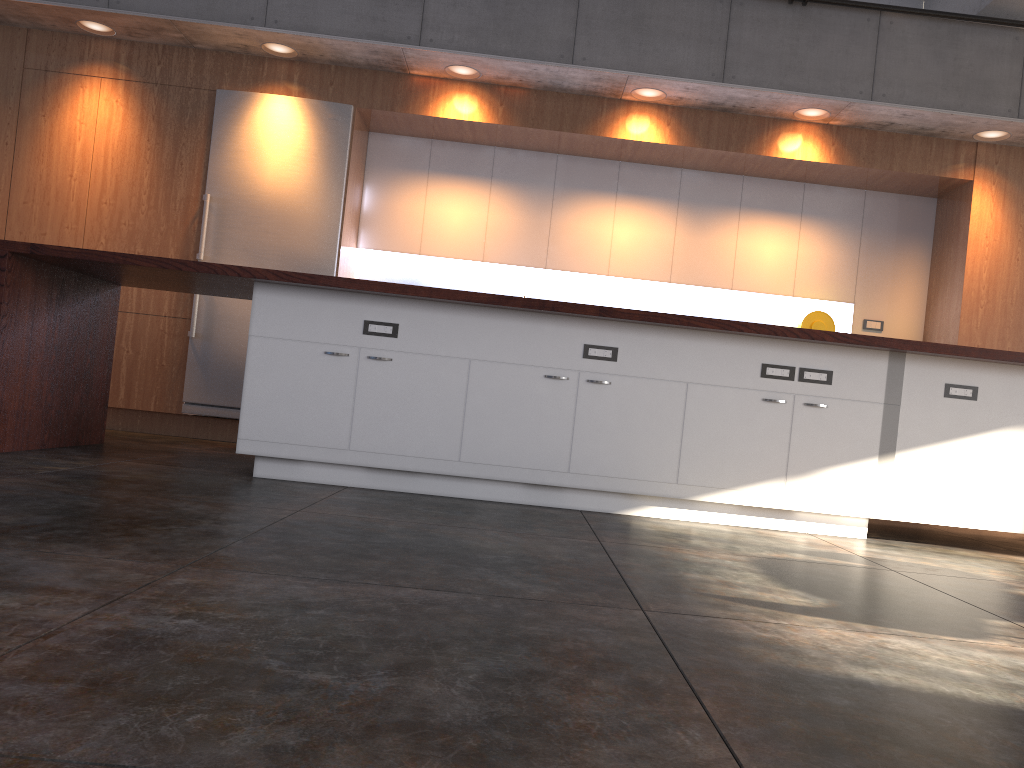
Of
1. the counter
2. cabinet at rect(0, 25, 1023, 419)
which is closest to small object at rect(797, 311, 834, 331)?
cabinet at rect(0, 25, 1023, 419)

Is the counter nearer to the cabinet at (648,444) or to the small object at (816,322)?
the cabinet at (648,444)

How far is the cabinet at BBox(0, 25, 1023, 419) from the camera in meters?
6.3

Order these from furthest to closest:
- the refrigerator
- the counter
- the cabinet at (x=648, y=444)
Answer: the refrigerator, the cabinet at (x=648, y=444), the counter

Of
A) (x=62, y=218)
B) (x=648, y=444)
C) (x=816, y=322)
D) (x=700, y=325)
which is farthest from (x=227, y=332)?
(x=816, y=322)

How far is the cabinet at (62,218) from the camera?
6.3m

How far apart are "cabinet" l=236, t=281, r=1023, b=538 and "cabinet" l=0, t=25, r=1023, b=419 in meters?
2.3 m

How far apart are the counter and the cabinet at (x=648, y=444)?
0.05m

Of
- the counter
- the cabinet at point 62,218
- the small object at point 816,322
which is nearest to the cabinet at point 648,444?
the counter

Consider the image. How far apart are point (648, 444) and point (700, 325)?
0.6m
